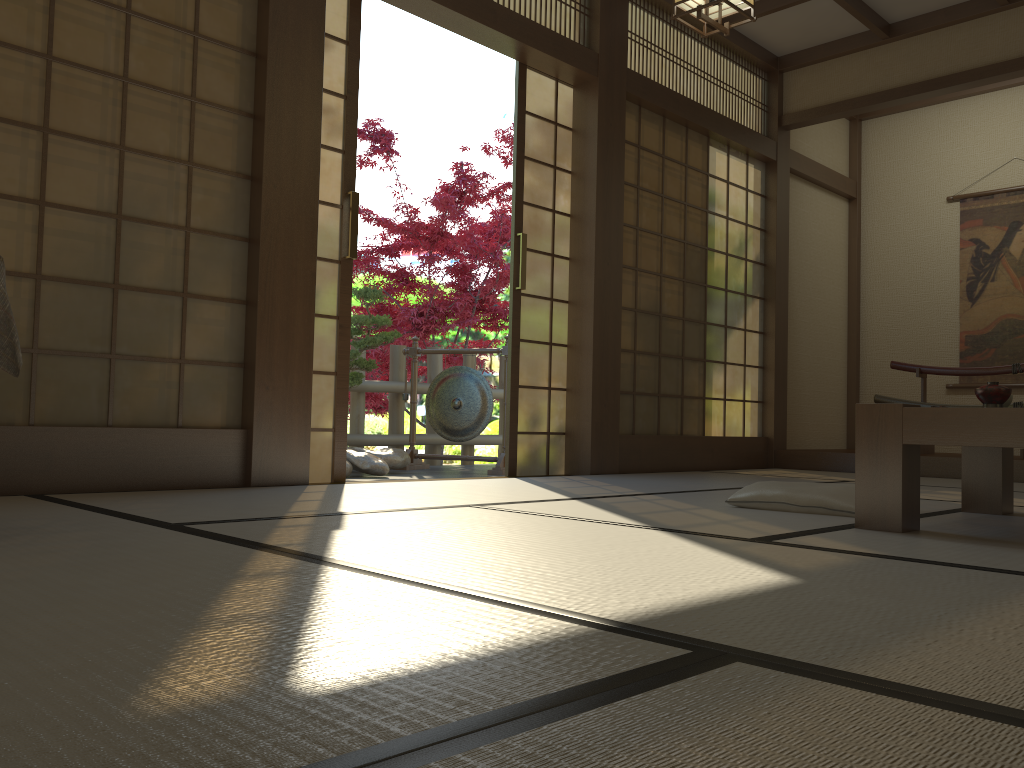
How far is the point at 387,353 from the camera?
9.0m

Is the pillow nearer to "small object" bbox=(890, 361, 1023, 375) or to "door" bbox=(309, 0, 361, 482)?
"door" bbox=(309, 0, 361, 482)

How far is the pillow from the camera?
Answer: 2.85m

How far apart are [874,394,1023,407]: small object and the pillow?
3.7m

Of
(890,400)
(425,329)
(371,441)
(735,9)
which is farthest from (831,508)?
(425,329)

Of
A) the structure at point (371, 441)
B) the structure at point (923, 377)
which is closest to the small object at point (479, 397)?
the structure at point (371, 441)

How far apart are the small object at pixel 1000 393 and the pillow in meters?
0.5

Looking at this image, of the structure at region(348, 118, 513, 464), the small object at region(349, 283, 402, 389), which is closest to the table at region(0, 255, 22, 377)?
the small object at region(349, 283, 402, 389)

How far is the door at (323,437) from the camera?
3.9 meters

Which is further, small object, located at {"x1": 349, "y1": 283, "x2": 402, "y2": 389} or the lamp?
small object, located at {"x1": 349, "y1": 283, "x2": 402, "y2": 389}
